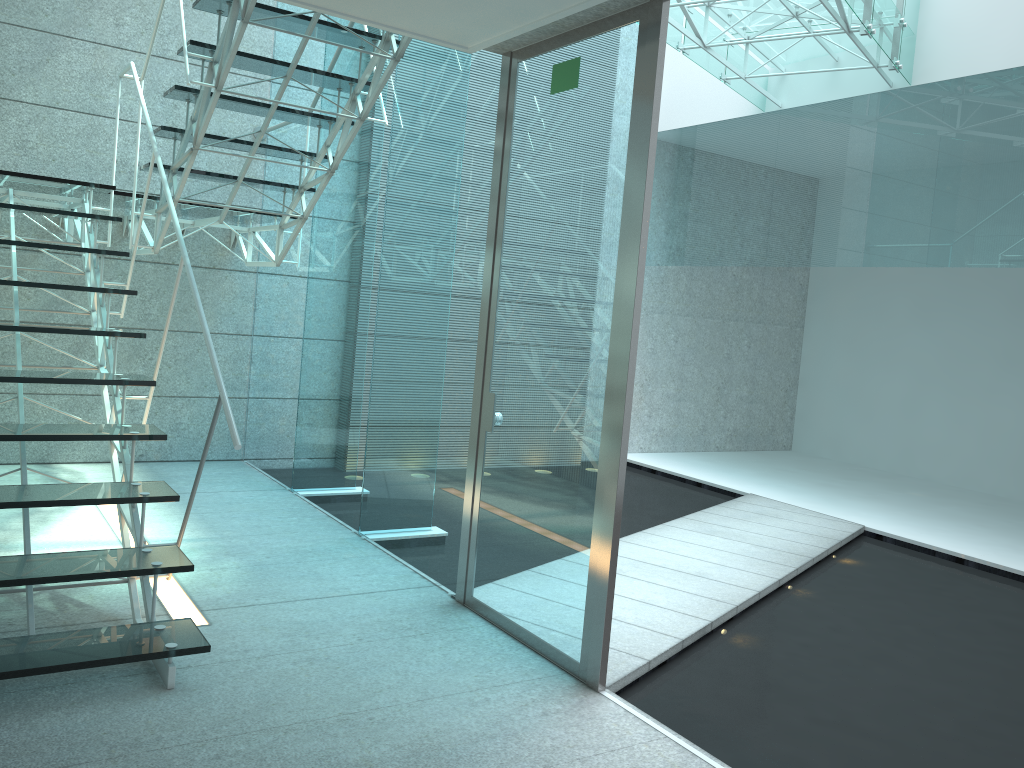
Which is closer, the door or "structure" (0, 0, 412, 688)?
"structure" (0, 0, 412, 688)

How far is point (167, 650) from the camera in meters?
2.4 m

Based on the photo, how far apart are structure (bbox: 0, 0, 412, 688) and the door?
0.6m

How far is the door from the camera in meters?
2.6

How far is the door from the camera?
2.6m

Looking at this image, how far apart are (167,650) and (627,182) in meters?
1.9 m

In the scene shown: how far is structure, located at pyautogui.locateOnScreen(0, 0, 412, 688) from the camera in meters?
2.4 m

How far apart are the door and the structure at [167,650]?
0.56m
